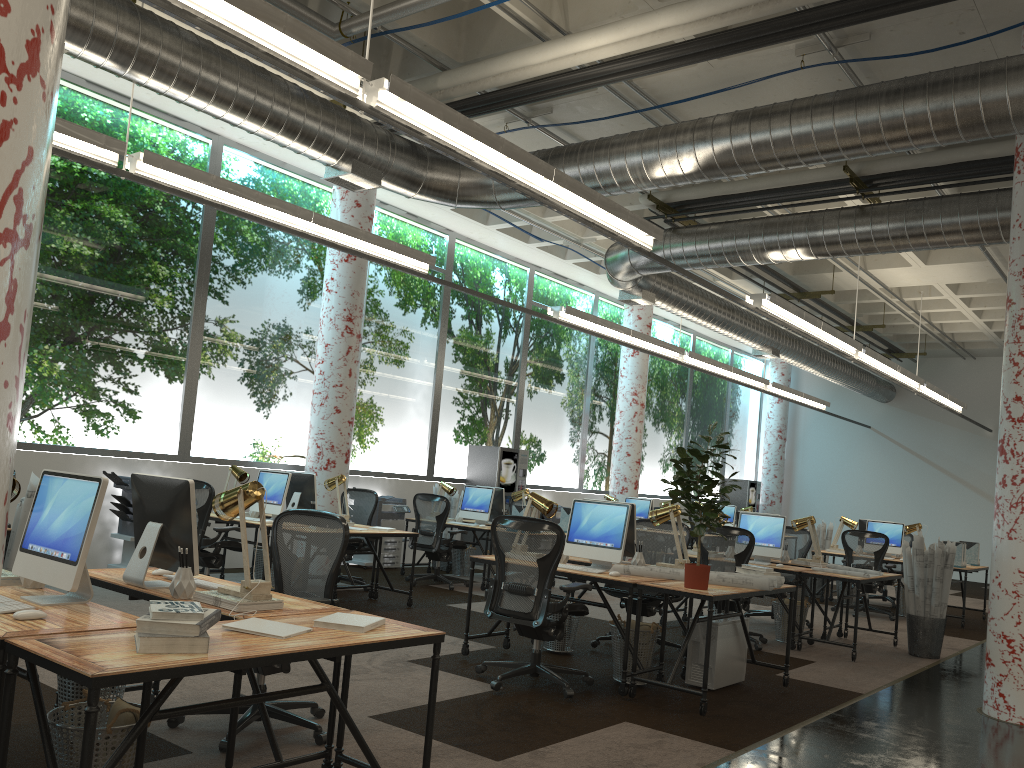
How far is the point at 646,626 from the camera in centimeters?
609cm

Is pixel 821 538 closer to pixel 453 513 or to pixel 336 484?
pixel 453 513

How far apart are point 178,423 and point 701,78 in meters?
6.6 m

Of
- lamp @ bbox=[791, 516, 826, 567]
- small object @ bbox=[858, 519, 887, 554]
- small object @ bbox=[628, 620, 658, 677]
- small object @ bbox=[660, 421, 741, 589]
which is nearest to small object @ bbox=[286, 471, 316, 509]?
small object @ bbox=[628, 620, 658, 677]

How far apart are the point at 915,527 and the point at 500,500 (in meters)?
5.73

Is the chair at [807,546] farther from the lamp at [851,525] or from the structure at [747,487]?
the structure at [747,487]

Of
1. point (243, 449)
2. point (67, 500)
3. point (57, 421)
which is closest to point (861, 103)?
point (67, 500)

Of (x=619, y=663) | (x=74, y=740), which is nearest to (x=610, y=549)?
(x=619, y=663)

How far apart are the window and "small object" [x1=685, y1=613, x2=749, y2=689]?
6.3 meters

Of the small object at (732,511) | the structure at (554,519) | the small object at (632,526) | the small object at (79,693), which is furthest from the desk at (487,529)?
the small object at (732,511)
